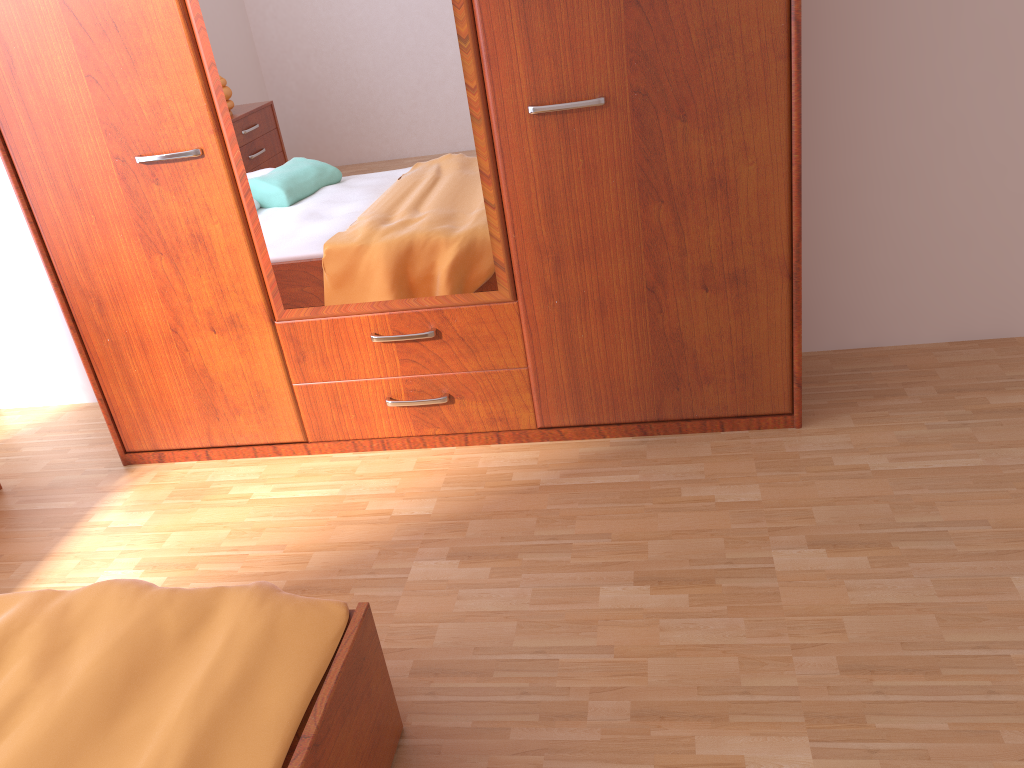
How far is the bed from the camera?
1.25m

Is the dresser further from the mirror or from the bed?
the bed

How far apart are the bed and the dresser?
1.0 meters

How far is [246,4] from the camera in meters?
2.1

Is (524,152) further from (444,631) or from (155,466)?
(155,466)

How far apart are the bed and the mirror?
1.0m

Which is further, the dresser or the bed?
the dresser

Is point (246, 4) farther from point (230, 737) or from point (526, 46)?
point (230, 737)

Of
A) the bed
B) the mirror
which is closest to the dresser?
the mirror

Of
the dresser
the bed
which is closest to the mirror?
the dresser
